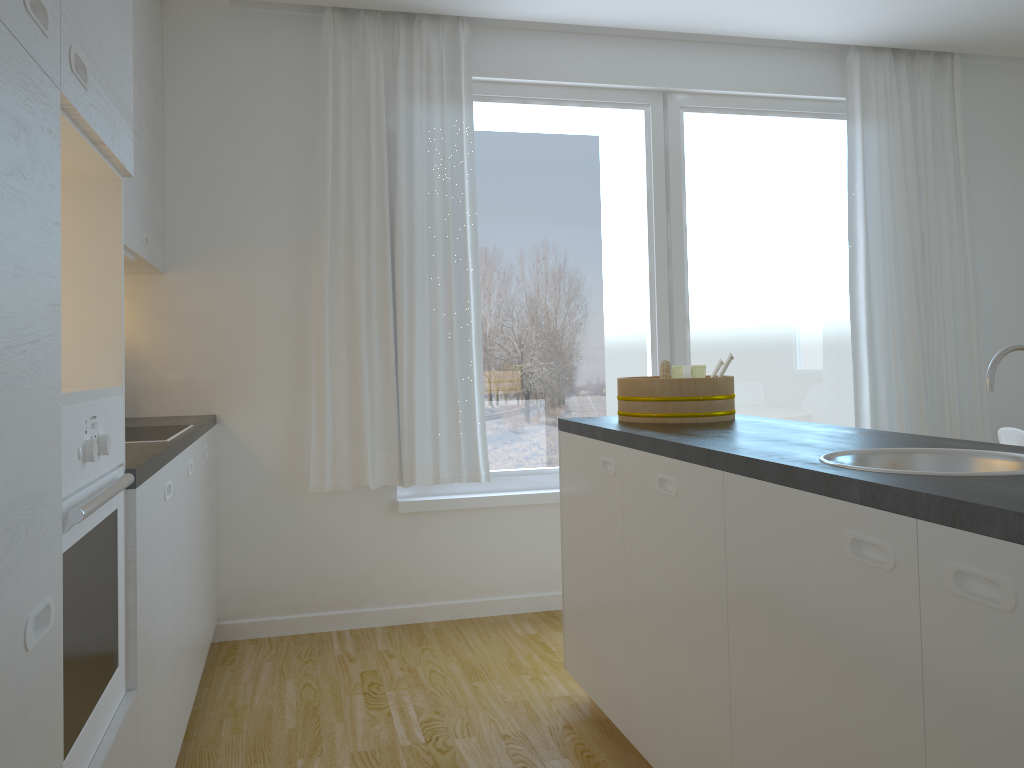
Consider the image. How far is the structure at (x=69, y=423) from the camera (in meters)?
1.36

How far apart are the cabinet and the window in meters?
0.8 m

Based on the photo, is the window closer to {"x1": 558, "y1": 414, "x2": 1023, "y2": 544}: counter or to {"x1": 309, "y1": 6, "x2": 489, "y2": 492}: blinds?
{"x1": 309, "y1": 6, "x2": 489, "y2": 492}: blinds

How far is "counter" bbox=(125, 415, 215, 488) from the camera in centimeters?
191cm

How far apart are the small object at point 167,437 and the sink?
1.8m

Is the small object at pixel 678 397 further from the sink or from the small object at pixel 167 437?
the small object at pixel 167 437

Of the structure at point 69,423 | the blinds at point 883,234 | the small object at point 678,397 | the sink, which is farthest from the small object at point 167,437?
→ the blinds at point 883,234

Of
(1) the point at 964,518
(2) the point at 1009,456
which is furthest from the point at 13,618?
(2) the point at 1009,456

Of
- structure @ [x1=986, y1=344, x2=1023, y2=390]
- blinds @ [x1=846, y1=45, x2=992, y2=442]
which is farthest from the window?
structure @ [x1=986, y1=344, x2=1023, y2=390]

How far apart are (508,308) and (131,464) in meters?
2.5
